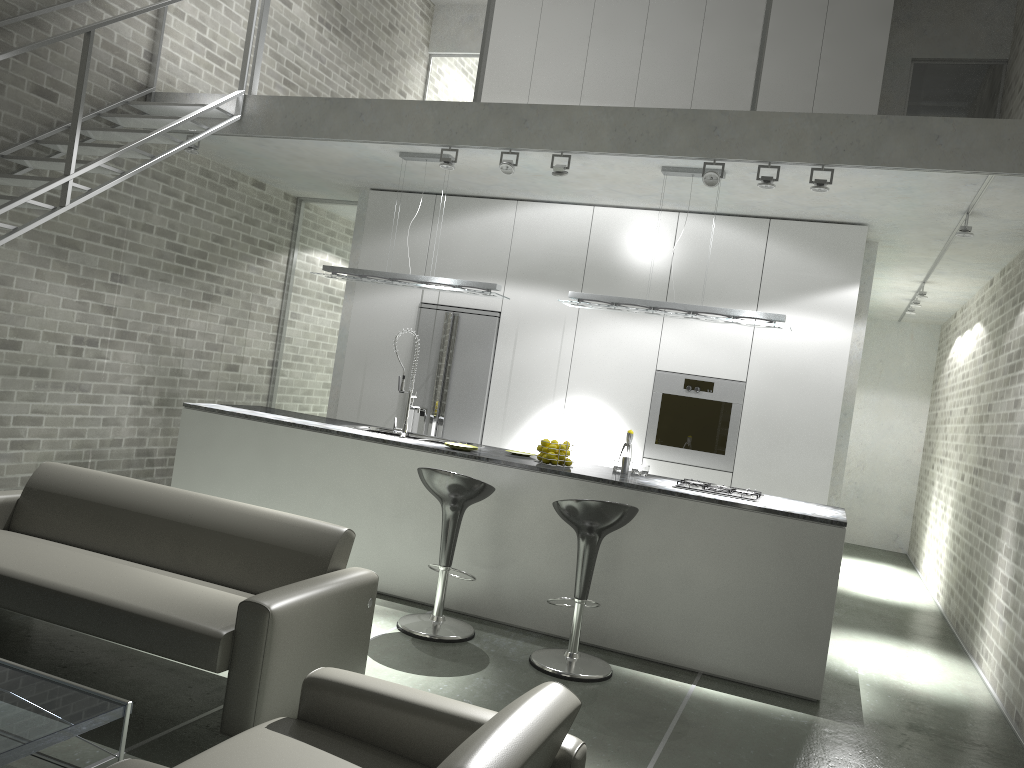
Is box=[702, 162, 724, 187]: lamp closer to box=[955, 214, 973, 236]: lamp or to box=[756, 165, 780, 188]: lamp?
box=[756, 165, 780, 188]: lamp

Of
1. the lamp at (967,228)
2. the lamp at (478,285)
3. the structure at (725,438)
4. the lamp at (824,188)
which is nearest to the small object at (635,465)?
the structure at (725,438)

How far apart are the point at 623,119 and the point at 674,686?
3.4m

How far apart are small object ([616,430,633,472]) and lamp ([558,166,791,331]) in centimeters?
80cm

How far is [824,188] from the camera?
5.2 meters

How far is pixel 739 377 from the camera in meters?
6.8

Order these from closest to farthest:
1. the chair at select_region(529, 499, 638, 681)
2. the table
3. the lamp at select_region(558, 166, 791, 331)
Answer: the table → the chair at select_region(529, 499, 638, 681) → the lamp at select_region(558, 166, 791, 331)

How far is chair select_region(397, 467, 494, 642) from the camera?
4.8 meters

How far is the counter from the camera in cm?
481

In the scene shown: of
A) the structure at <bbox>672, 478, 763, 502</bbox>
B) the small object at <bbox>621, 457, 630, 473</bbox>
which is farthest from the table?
the small object at <bbox>621, 457, 630, 473</bbox>
